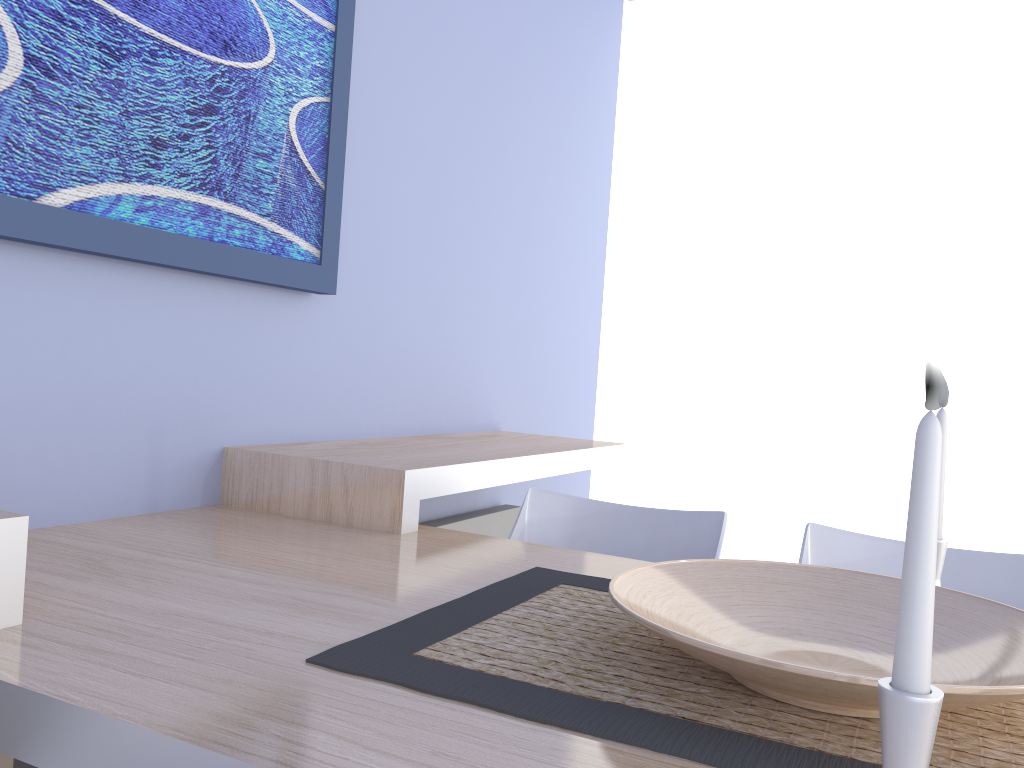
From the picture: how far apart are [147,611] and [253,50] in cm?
119

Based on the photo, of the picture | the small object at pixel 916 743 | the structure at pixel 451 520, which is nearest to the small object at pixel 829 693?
the small object at pixel 916 743

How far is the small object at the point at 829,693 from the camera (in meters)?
0.79

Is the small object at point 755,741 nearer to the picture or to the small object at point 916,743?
the small object at point 916,743

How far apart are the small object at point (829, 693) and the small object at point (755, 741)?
0.0m

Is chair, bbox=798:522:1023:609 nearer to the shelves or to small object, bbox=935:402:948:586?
small object, bbox=935:402:948:586

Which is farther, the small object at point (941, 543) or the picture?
the picture

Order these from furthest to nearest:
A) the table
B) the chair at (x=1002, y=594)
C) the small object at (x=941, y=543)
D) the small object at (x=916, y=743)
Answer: the chair at (x=1002, y=594) → the small object at (x=941, y=543) → the table → the small object at (x=916, y=743)

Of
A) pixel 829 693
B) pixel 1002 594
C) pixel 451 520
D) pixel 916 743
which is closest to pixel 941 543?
pixel 1002 594

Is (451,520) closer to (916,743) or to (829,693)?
(829,693)
